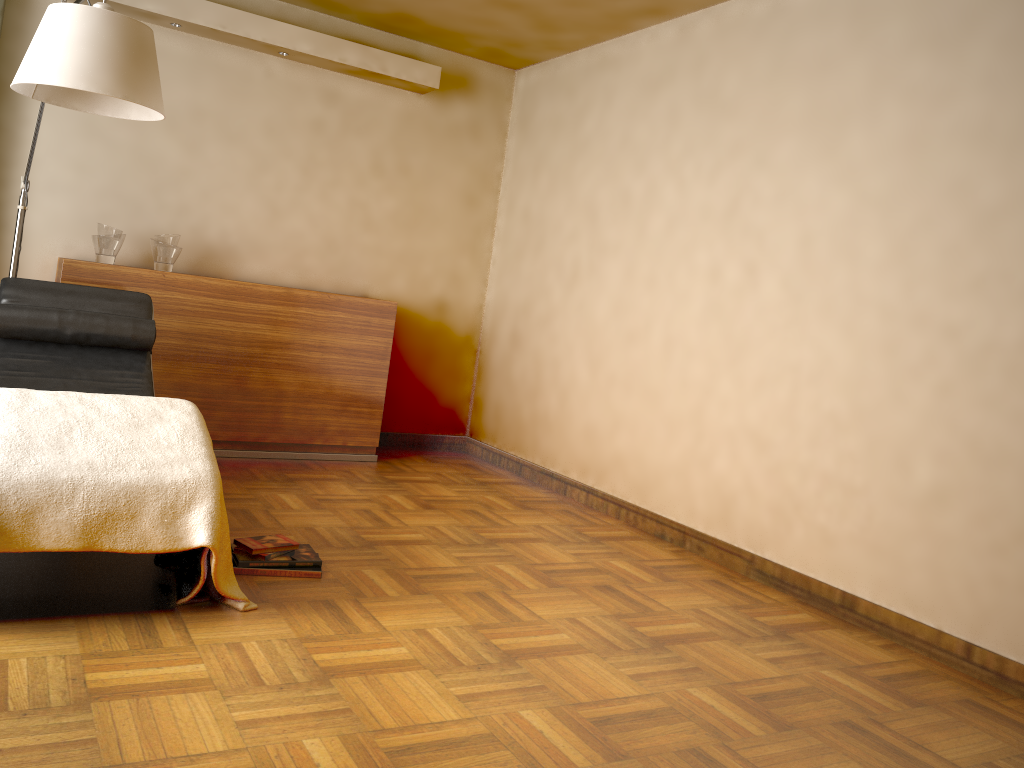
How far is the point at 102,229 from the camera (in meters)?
4.21

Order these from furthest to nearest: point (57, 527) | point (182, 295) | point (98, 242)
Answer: point (182, 295)
point (98, 242)
point (57, 527)

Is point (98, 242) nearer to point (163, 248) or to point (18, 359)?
point (163, 248)

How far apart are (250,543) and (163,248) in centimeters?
205cm

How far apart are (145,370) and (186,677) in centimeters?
179cm

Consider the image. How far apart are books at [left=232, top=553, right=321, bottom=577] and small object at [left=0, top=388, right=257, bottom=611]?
0.17m

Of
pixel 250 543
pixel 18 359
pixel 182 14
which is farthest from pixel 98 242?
pixel 250 543

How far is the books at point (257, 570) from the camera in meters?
2.8 m

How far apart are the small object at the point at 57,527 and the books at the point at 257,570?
0.17m

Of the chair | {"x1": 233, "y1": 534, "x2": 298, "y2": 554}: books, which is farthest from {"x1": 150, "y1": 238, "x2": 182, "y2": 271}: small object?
{"x1": 233, "y1": 534, "x2": 298, "y2": 554}: books
